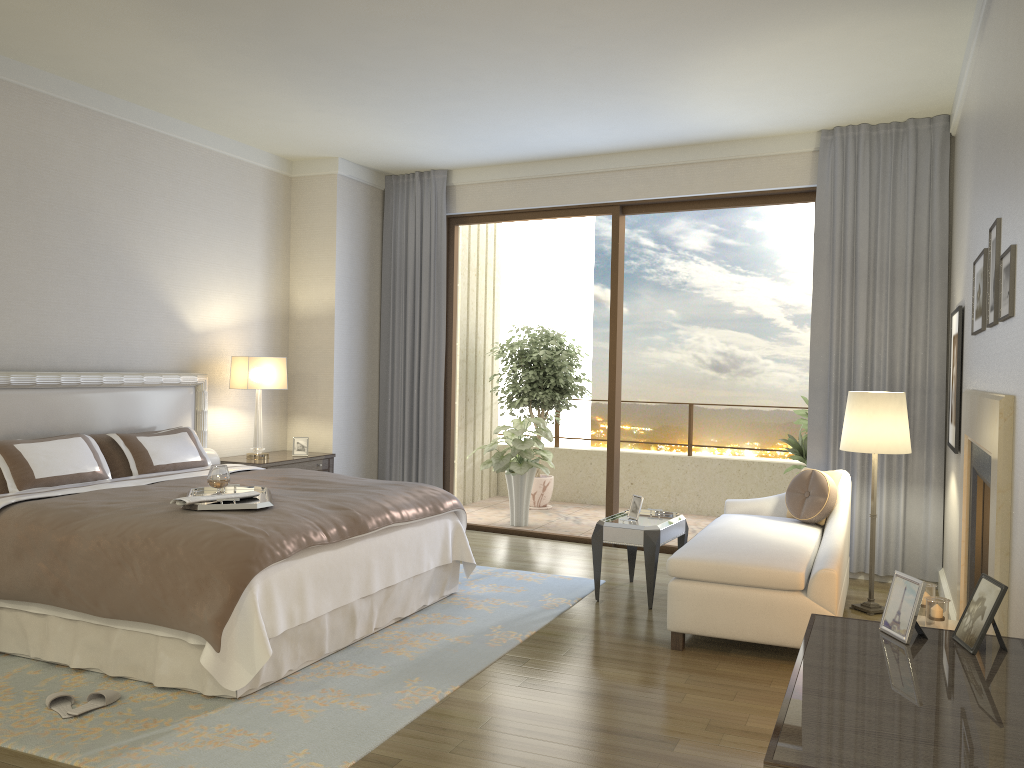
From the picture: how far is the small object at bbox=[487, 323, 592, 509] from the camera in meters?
8.9

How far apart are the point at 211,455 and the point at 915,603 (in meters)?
5.06

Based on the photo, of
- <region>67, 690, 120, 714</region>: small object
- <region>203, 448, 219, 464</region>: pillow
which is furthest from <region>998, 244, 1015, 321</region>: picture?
<region>203, 448, 219, 464</region>: pillow

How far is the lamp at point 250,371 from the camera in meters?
6.5

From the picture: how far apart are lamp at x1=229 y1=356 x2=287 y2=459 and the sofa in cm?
336

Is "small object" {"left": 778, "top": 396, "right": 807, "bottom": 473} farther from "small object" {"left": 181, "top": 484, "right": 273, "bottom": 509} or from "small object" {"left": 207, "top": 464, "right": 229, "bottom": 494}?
"small object" {"left": 207, "top": 464, "right": 229, "bottom": 494}

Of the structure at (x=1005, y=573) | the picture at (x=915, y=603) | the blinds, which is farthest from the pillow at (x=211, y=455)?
the picture at (x=915, y=603)

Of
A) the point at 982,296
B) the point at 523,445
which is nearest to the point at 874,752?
the point at 982,296

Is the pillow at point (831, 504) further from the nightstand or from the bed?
the nightstand

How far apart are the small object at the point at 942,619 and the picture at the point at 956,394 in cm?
102
